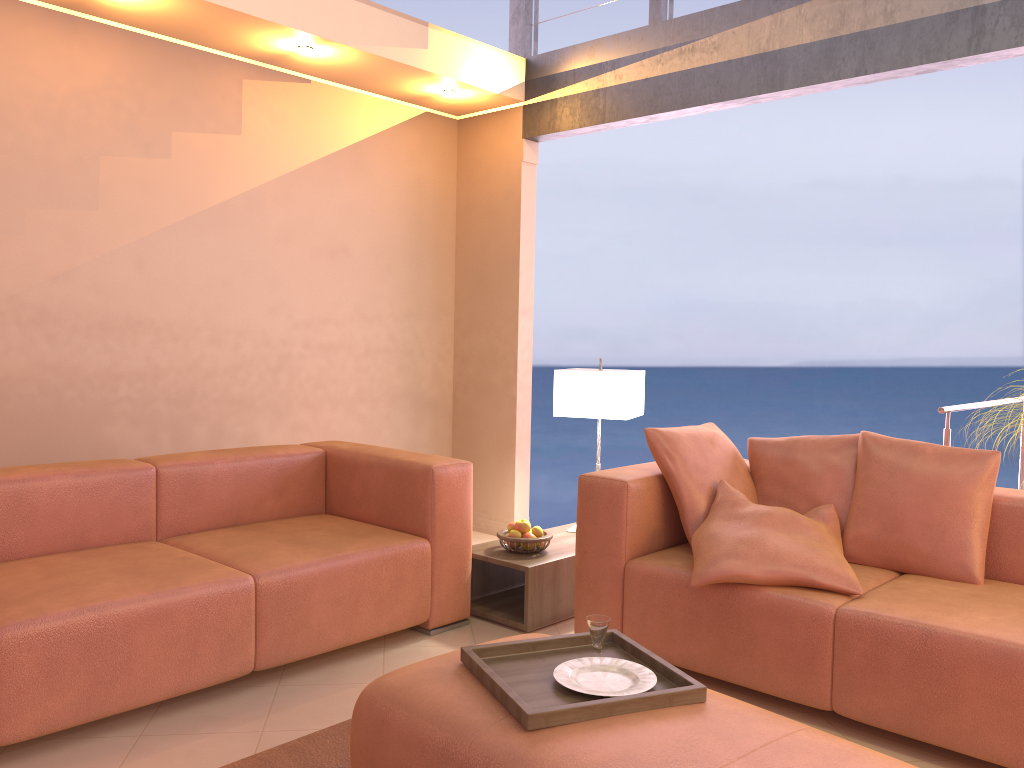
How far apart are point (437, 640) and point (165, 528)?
1.1 meters

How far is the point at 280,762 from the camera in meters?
2.4

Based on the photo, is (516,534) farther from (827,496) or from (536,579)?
(827,496)

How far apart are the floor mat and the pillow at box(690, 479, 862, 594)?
1.1 meters

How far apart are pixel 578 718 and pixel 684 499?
1.4m

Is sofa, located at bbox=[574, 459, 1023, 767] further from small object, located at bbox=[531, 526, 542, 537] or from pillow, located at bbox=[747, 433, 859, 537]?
small object, located at bbox=[531, 526, 542, 537]

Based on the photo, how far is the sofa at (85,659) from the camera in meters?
2.4

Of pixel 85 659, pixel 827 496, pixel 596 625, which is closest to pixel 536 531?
pixel 827 496

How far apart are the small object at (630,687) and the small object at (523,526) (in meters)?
1.50

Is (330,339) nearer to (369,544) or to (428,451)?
(428,451)
